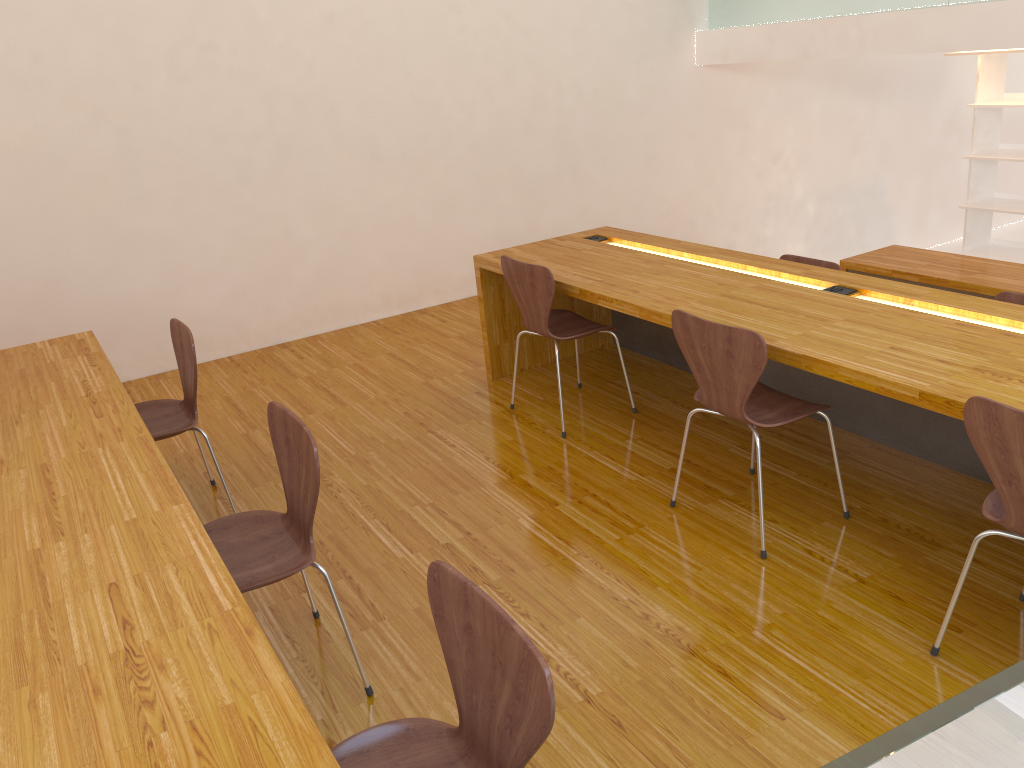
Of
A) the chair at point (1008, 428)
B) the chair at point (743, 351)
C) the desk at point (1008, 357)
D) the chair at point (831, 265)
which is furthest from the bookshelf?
the chair at point (1008, 428)

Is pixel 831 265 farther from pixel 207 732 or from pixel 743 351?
pixel 207 732

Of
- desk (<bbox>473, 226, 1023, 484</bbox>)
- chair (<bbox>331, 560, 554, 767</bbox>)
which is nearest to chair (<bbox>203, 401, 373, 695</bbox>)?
chair (<bbox>331, 560, 554, 767</bbox>)

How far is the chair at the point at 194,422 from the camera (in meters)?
3.02

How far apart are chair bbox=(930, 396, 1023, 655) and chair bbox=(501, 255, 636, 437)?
1.7 meters

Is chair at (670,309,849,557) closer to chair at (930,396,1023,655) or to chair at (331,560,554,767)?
chair at (930,396,1023,655)

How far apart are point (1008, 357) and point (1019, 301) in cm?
142

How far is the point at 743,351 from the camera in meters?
2.5 m

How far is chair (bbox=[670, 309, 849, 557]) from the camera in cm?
247

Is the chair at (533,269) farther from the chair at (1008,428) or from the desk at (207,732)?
the chair at (1008,428)
